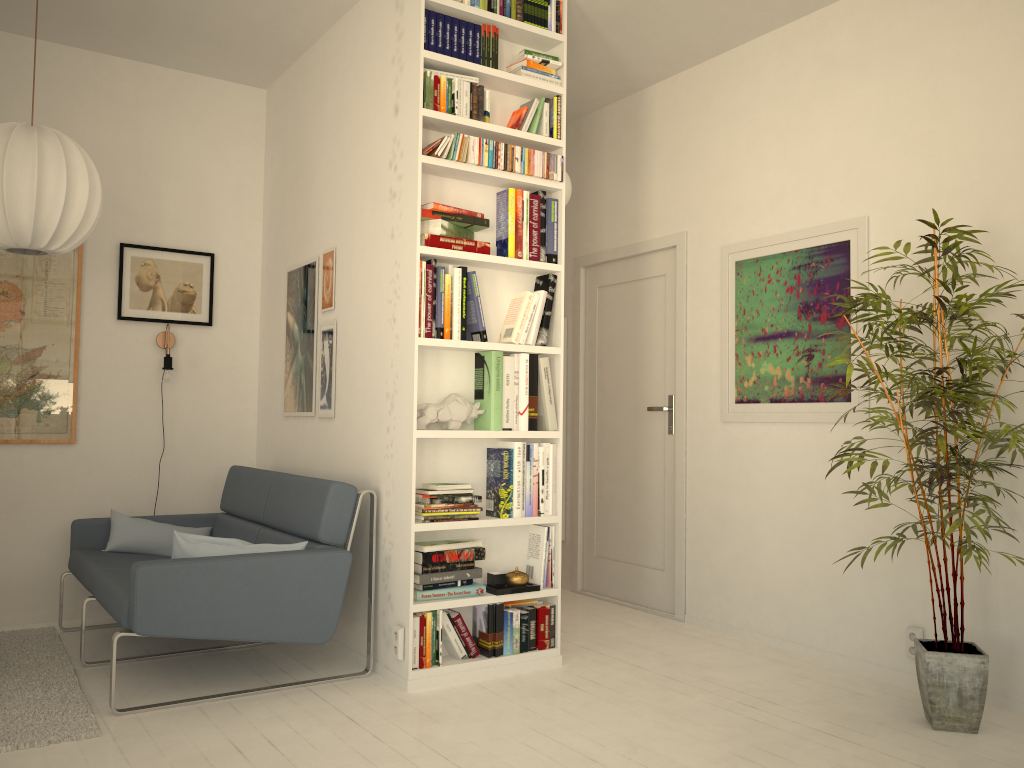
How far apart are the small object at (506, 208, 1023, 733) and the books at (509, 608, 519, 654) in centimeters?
12cm

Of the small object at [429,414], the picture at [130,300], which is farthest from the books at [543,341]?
the picture at [130,300]

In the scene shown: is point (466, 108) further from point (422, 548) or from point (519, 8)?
point (422, 548)

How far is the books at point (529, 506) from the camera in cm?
369

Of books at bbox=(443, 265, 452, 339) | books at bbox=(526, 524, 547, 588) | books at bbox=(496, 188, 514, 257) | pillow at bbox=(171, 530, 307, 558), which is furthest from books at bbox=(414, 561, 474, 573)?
books at bbox=(496, 188, 514, 257)

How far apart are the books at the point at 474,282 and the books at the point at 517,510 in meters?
0.5 m

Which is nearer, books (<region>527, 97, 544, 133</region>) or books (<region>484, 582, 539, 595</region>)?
books (<region>484, 582, 539, 595</region>)

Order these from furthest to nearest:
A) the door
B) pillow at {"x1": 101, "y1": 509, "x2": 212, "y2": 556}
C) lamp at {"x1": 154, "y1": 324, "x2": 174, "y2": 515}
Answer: the door < lamp at {"x1": 154, "y1": 324, "x2": 174, "y2": 515} < pillow at {"x1": 101, "y1": 509, "x2": 212, "y2": 556}

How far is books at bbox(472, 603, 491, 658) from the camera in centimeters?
356cm

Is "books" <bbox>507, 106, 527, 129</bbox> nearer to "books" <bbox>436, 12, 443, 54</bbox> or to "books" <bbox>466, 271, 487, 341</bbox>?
"books" <bbox>436, 12, 443, 54</bbox>
